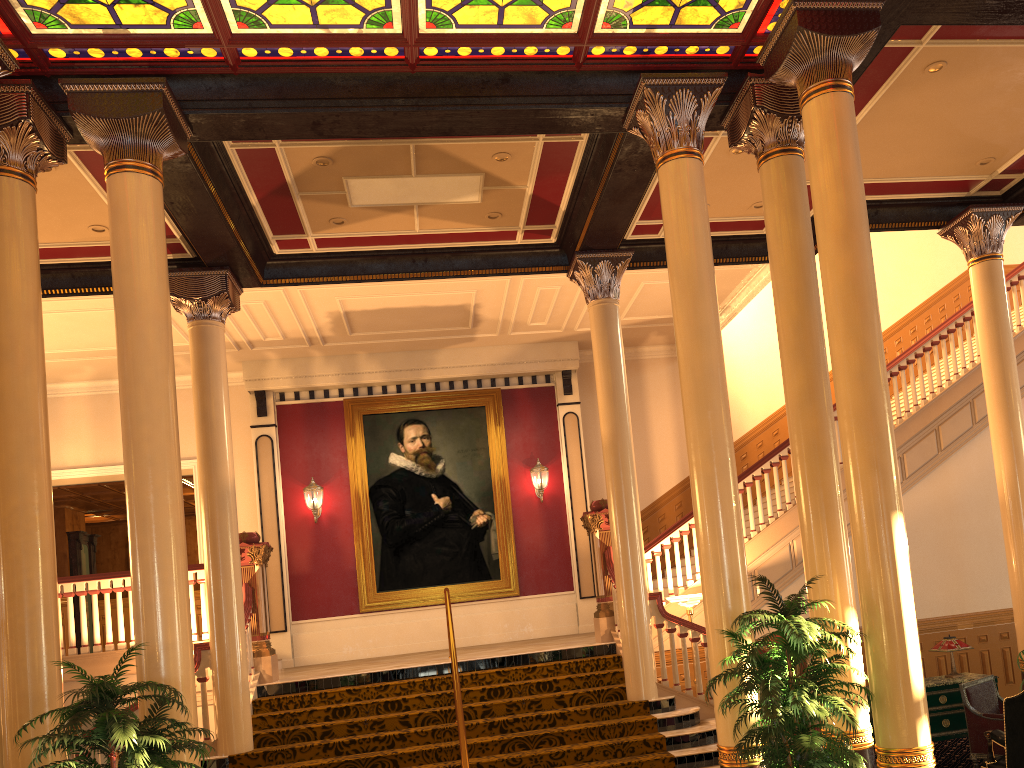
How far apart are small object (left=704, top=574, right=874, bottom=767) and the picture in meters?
8.3

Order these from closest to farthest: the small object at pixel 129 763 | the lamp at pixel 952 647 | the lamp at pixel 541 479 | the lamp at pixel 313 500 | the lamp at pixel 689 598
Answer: the small object at pixel 129 763, the lamp at pixel 952 647, the lamp at pixel 689 598, the lamp at pixel 313 500, the lamp at pixel 541 479

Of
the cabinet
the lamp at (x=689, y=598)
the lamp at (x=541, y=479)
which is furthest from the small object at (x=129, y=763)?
the lamp at (x=541, y=479)

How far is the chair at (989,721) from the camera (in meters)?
7.47

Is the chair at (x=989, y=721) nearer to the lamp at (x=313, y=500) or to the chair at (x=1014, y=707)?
the chair at (x=1014, y=707)

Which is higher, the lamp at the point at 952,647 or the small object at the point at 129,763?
the small object at the point at 129,763

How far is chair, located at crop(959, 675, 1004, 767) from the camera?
7.47m

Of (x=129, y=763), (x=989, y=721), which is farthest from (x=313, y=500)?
(x=989, y=721)

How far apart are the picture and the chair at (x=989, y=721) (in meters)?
7.28

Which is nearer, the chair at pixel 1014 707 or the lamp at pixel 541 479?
the chair at pixel 1014 707
